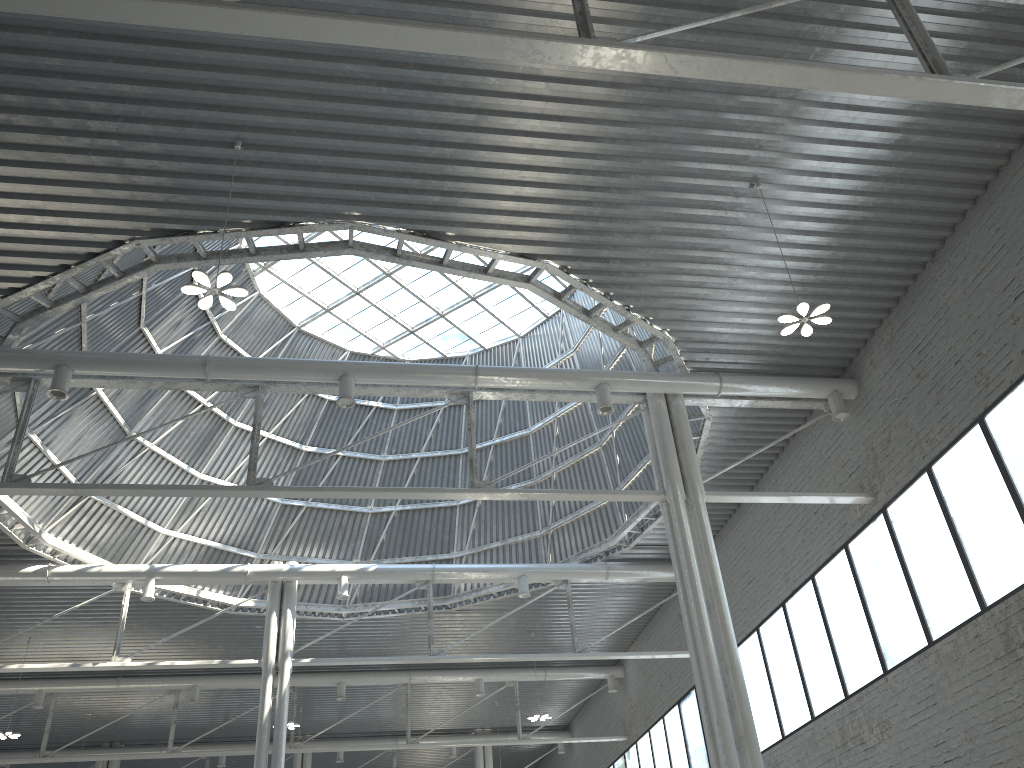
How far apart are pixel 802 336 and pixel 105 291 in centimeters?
1811cm
